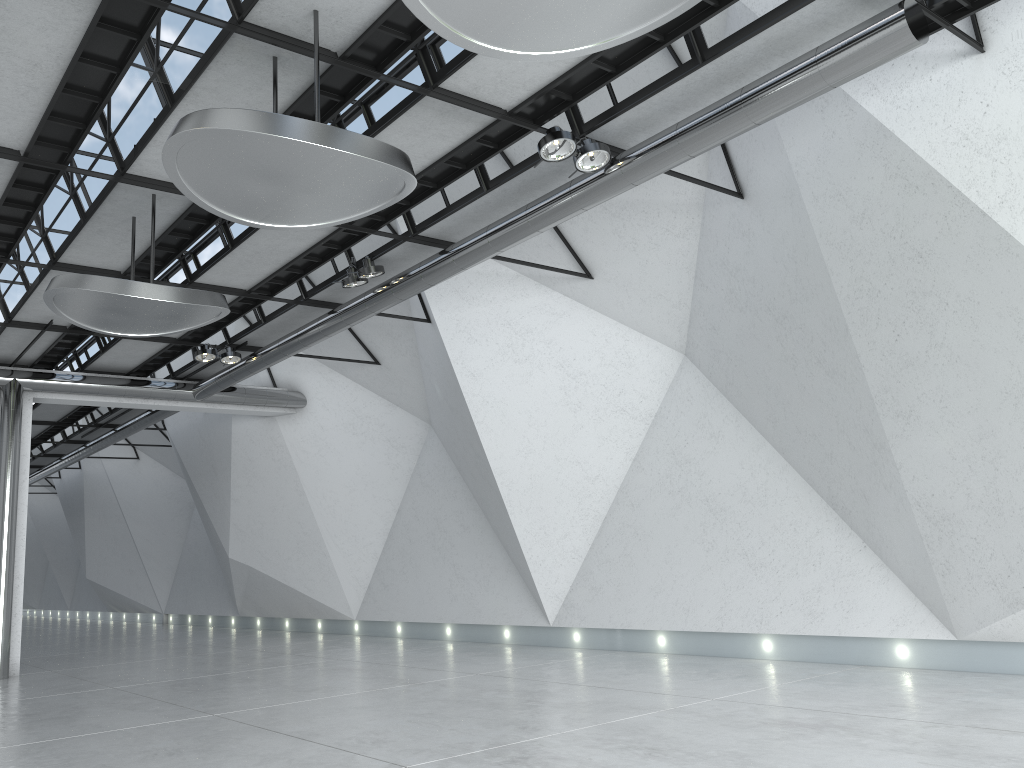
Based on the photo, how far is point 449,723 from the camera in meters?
46.8 m

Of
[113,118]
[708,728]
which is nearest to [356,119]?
[113,118]
